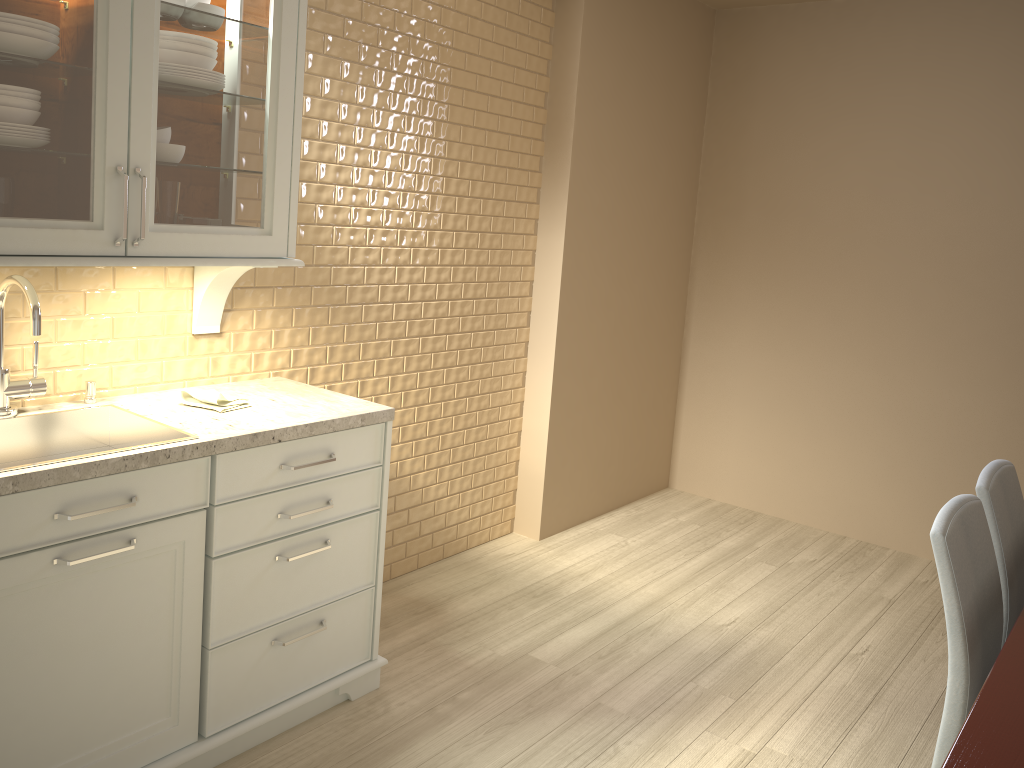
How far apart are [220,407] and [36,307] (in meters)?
0.50

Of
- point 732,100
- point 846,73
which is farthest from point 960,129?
point 732,100

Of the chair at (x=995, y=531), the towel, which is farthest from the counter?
the chair at (x=995, y=531)

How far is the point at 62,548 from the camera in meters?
1.8

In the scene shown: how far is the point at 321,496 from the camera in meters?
2.3 m

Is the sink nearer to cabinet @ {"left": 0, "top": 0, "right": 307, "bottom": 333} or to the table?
cabinet @ {"left": 0, "top": 0, "right": 307, "bottom": 333}

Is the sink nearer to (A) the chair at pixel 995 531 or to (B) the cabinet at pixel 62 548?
(B) the cabinet at pixel 62 548

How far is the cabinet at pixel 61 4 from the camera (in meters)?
1.75

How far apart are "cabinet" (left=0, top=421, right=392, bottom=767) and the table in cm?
151

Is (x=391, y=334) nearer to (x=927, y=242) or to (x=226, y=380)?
(x=226, y=380)
